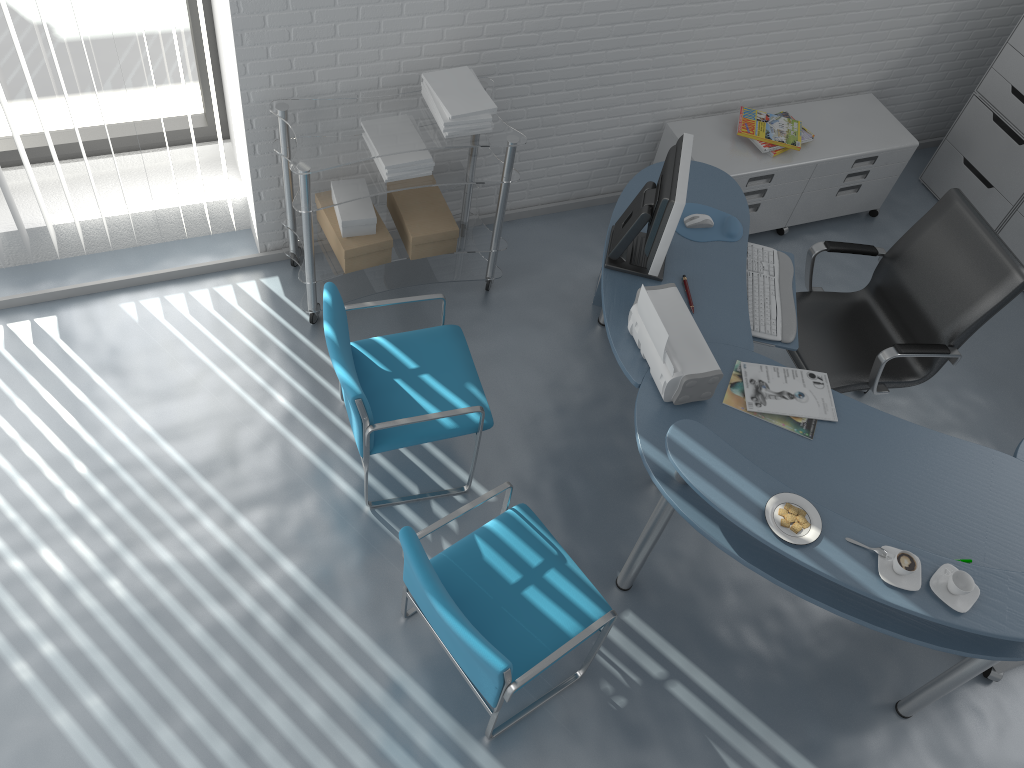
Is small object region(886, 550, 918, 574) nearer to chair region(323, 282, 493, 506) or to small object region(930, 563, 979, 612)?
small object region(930, 563, 979, 612)

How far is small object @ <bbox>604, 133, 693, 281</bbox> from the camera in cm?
282

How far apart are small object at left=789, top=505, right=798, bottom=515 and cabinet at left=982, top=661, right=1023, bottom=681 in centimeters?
131cm

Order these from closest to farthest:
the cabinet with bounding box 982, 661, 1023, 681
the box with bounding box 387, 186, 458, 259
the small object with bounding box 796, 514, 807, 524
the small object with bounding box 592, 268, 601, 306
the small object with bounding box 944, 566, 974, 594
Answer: the small object with bounding box 944, 566, 974, 594, the small object with bounding box 796, 514, 807, 524, the cabinet with bounding box 982, 661, 1023, 681, the box with bounding box 387, 186, 458, 259, the small object with bounding box 592, 268, 601, 306

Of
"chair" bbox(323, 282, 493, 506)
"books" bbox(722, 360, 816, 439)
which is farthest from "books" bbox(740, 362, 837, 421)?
"chair" bbox(323, 282, 493, 506)

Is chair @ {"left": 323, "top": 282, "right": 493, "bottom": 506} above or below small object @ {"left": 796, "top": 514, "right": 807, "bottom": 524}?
below

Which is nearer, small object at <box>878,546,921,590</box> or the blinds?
small object at <box>878,546,921,590</box>

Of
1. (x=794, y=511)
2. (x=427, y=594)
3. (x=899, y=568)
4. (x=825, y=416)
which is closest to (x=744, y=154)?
(x=825, y=416)

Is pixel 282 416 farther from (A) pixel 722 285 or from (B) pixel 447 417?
(A) pixel 722 285

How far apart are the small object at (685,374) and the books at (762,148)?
1.5m
